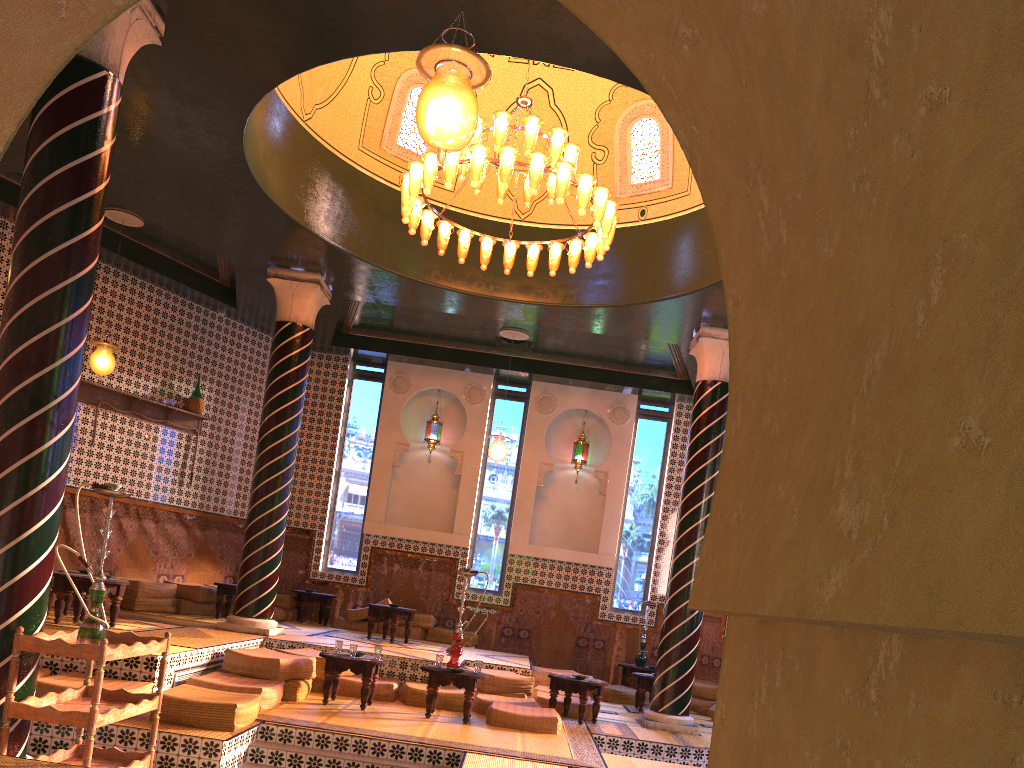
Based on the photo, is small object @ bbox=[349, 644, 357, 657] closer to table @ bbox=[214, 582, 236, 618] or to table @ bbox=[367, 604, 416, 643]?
table @ bbox=[367, 604, 416, 643]

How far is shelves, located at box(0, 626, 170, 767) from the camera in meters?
5.8 m

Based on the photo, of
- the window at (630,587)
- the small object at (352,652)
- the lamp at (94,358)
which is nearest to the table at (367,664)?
the small object at (352,652)

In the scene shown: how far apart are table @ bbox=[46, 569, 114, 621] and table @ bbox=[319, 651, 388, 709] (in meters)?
3.17

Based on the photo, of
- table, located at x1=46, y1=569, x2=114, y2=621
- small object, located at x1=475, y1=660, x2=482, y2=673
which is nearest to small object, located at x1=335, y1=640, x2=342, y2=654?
small object, located at x1=475, y1=660, x2=482, y2=673

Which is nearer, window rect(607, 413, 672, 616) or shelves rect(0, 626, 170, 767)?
shelves rect(0, 626, 170, 767)

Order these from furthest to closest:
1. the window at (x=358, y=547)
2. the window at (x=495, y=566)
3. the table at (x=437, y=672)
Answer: the window at (x=358, y=547) < the window at (x=495, y=566) < the table at (x=437, y=672)

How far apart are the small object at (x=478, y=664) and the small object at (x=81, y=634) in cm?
473

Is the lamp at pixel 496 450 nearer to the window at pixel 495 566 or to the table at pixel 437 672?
the window at pixel 495 566

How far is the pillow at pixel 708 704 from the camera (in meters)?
14.24
